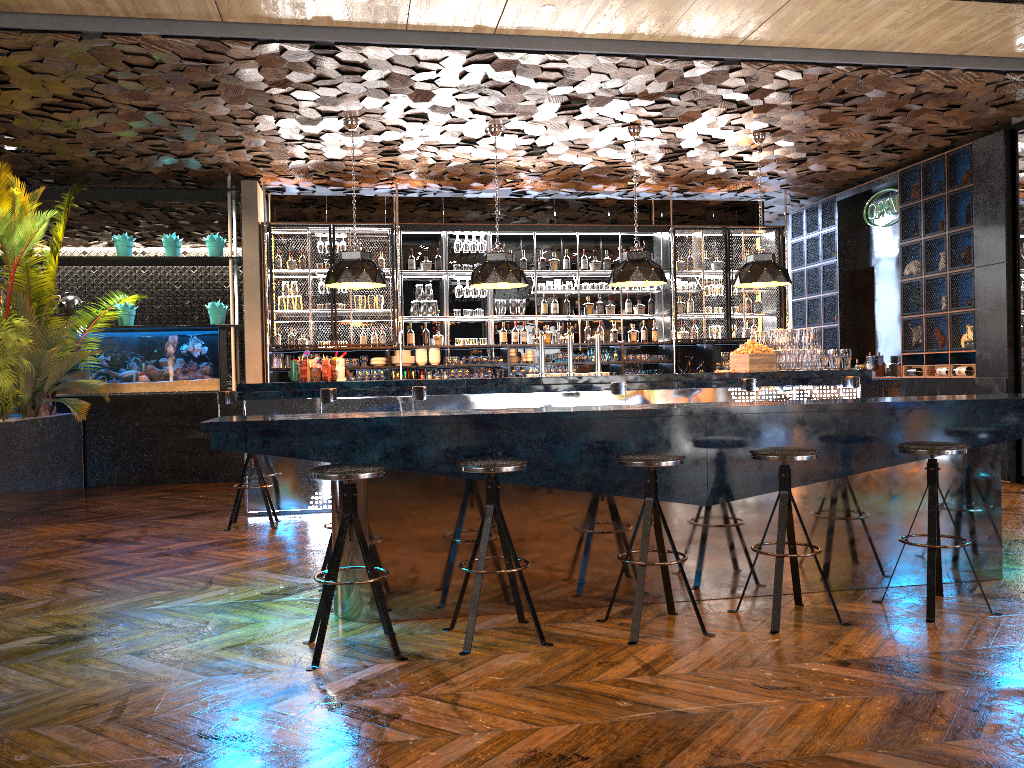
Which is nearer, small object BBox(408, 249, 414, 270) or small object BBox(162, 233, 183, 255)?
small object BBox(162, 233, 183, 255)

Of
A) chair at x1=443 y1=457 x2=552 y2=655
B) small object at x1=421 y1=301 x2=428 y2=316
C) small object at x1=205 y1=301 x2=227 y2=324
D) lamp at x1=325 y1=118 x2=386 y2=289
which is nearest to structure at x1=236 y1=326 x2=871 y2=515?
lamp at x1=325 y1=118 x2=386 y2=289

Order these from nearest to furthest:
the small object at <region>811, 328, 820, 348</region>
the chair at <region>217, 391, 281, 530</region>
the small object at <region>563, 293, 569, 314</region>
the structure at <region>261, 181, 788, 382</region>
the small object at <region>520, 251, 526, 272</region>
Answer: the chair at <region>217, 391, 281, 530</region> → the small object at <region>811, 328, 820, 348</region> → the structure at <region>261, 181, 788, 382</region> → the small object at <region>520, 251, 526, 272</region> → the small object at <region>563, 293, 569, 314</region>

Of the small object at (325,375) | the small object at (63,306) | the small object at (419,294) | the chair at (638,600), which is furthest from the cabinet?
the small object at (63,306)

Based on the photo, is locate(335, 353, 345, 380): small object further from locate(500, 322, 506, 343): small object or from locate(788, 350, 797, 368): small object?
locate(788, 350, 797, 368): small object

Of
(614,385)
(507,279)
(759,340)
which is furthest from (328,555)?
(759,340)

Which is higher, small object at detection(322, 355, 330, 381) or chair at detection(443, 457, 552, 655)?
small object at detection(322, 355, 330, 381)

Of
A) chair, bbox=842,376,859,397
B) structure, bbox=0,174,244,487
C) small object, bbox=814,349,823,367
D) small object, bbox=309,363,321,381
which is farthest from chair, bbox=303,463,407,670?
structure, bbox=0,174,244,487

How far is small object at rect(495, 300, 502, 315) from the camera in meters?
11.2

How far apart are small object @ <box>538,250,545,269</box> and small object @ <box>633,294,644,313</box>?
1.4 meters
